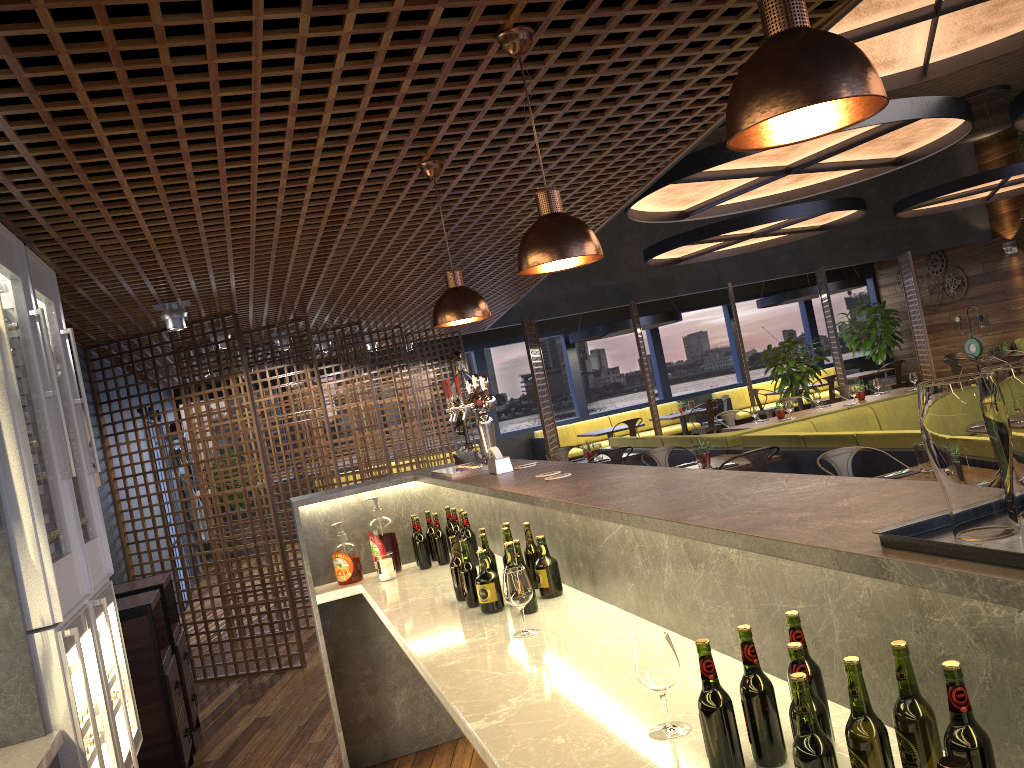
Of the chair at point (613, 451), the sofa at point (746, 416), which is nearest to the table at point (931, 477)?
the chair at point (613, 451)

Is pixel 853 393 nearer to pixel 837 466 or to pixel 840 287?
pixel 837 466

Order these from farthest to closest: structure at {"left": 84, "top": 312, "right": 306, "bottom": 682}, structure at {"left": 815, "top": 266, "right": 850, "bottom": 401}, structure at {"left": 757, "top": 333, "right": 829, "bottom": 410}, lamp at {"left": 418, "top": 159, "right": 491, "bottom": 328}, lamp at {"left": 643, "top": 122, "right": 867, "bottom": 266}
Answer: structure at {"left": 815, "top": 266, "right": 850, "bottom": 401}
structure at {"left": 757, "top": 333, "right": 829, "bottom": 410}
lamp at {"left": 643, "top": 122, "right": 867, "bottom": 266}
structure at {"left": 84, "top": 312, "right": 306, "bottom": 682}
lamp at {"left": 418, "top": 159, "right": 491, "bottom": 328}

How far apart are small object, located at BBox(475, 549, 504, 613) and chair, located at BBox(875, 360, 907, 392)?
14.3 meters

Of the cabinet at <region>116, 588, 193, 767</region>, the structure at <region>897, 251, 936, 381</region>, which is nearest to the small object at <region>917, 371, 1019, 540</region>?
the cabinet at <region>116, 588, 193, 767</region>

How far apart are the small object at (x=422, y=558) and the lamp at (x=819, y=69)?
3.15m

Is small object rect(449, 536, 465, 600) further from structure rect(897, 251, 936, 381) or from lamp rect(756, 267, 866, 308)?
lamp rect(756, 267, 866, 308)

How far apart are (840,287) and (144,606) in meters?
13.8 m

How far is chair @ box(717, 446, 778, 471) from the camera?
6.8m

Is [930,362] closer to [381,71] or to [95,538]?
[381,71]
